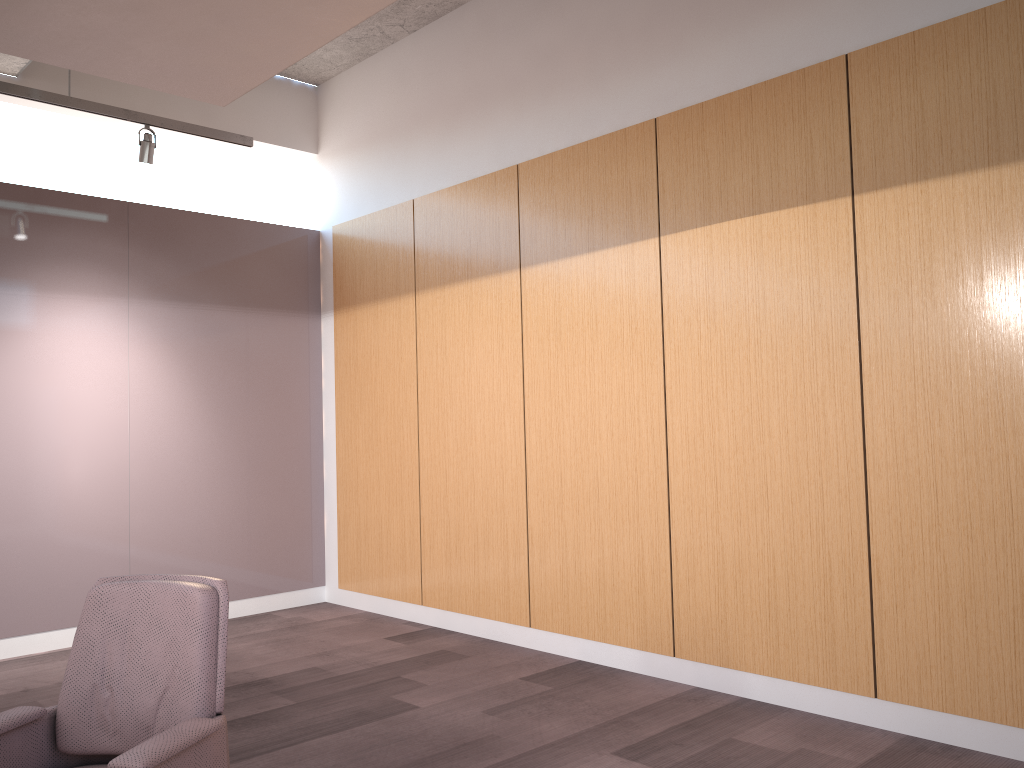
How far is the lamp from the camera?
4.66m

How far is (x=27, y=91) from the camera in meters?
4.7

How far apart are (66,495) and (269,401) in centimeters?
161cm

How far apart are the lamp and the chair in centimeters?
316cm

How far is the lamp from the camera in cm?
466

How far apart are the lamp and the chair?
A: 3.16m

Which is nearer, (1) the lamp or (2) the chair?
(2) the chair

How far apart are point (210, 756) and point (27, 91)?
3.9 meters

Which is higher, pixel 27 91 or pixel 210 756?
pixel 27 91

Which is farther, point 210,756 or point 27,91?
point 27,91
